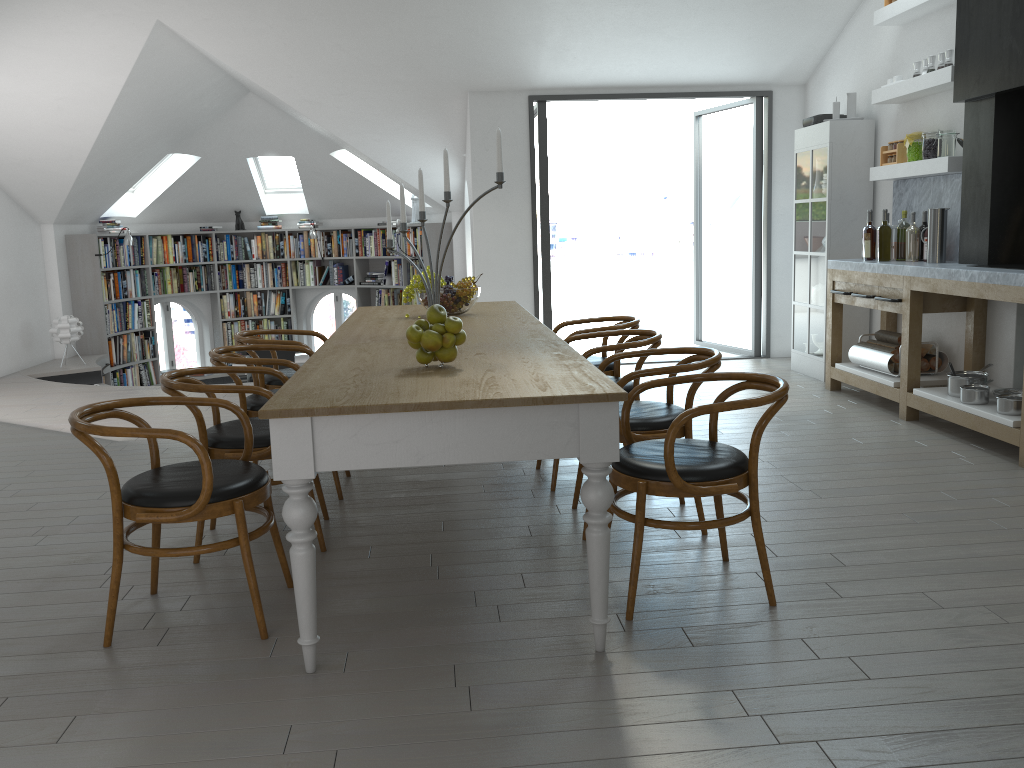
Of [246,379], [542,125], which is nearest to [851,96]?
[542,125]

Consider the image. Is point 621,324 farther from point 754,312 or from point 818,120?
point 754,312

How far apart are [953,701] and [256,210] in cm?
1096

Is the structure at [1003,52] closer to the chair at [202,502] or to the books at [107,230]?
the chair at [202,502]

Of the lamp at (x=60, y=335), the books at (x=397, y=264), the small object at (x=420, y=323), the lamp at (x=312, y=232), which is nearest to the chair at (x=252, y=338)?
the small object at (x=420, y=323)

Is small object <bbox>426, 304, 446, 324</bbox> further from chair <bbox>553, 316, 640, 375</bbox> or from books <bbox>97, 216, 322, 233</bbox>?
books <bbox>97, 216, 322, 233</bbox>

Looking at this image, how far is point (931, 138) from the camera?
5.69m

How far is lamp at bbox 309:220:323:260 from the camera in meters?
11.5 m

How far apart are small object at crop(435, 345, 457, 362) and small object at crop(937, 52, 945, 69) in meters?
4.3 m

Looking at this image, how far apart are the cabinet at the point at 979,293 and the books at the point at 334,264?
7.01m
